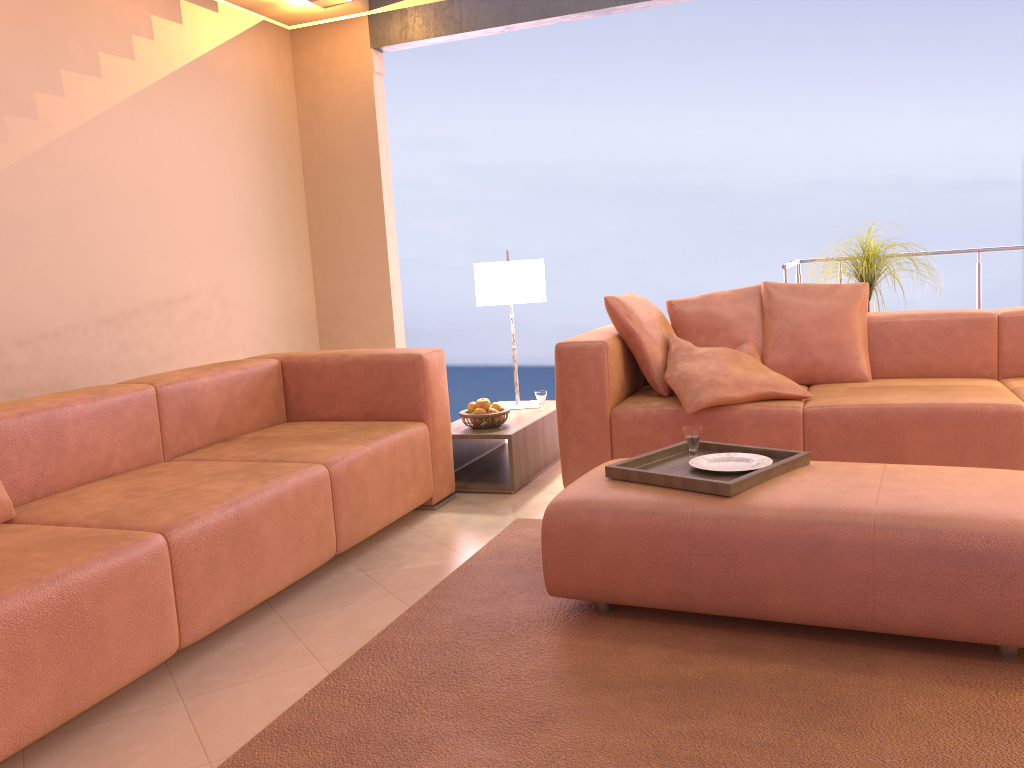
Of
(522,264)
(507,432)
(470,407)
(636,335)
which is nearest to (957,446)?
(636,335)

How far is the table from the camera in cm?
387

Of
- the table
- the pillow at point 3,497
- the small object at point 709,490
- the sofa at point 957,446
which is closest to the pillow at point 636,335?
the sofa at point 957,446

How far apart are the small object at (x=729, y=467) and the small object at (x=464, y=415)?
1.5 meters

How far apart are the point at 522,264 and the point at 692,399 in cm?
127

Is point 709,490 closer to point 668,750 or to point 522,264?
point 668,750

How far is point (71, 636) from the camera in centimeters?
194cm

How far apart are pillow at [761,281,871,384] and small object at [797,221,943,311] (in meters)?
0.48

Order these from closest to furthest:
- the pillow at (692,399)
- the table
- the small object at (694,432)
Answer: the small object at (694,432) < the pillow at (692,399) < the table

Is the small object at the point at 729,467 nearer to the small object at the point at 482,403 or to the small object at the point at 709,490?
the small object at the point at 709,490
